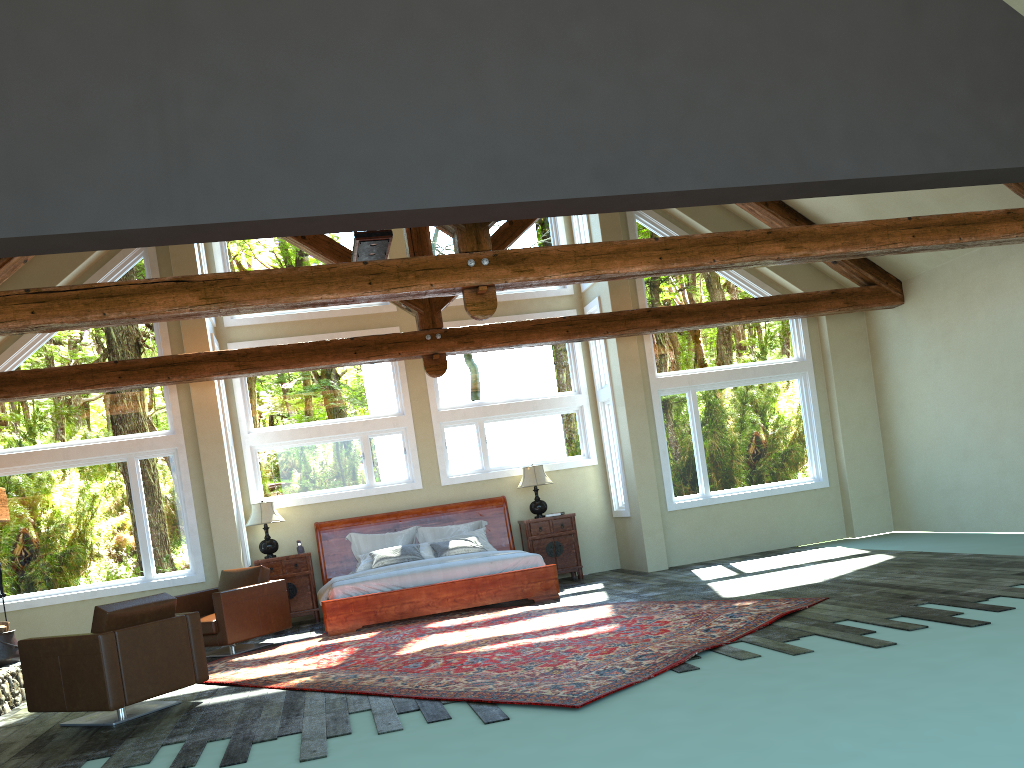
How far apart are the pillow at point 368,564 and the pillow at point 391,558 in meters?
0.1

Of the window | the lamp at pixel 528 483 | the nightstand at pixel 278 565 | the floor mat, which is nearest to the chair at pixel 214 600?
the floor mat

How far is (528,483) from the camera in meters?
12.1 m

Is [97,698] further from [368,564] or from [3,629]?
[368,564]

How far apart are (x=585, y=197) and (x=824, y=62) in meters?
2.3

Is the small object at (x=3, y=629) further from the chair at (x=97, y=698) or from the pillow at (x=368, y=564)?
the pillow at (x=368, y=564)

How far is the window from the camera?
10.6 meters

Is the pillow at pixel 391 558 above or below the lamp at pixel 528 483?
below

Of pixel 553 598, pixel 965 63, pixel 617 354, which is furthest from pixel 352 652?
pixel 965 63

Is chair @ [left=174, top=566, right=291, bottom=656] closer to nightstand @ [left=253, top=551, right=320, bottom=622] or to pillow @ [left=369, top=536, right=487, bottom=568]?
nightstand @ [left=253, top=551, right=320, bottom=622]
